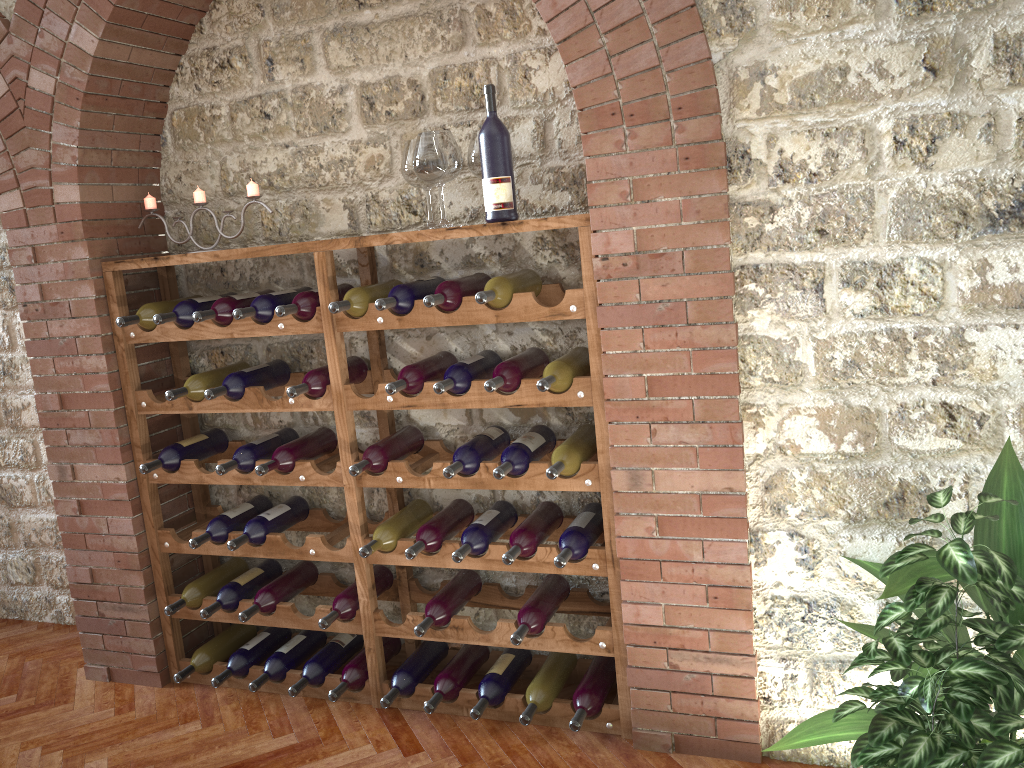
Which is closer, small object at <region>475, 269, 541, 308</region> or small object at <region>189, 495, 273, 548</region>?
small object at <region>475, 269, 541, 308</region>

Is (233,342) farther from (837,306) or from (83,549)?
(837,306)

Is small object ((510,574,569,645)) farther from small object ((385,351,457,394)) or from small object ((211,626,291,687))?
small object ((211,626,291,687))

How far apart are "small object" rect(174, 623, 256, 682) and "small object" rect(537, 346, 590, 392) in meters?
1.9 m

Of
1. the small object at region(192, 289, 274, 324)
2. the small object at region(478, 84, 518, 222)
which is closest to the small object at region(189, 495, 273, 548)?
the small object at region(192, 289, 274, 324)

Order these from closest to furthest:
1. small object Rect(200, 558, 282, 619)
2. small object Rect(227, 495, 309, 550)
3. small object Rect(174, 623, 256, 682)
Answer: small object Rect(227, 495, 309, 550)
small object Rect(200, 558, 282, 619)
small object Rect(174, 623, 256, 682)

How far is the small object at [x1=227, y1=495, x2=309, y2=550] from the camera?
3.30m

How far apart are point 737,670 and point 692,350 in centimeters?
99cm

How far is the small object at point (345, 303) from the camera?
2.9m

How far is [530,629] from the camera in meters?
2.9 m
